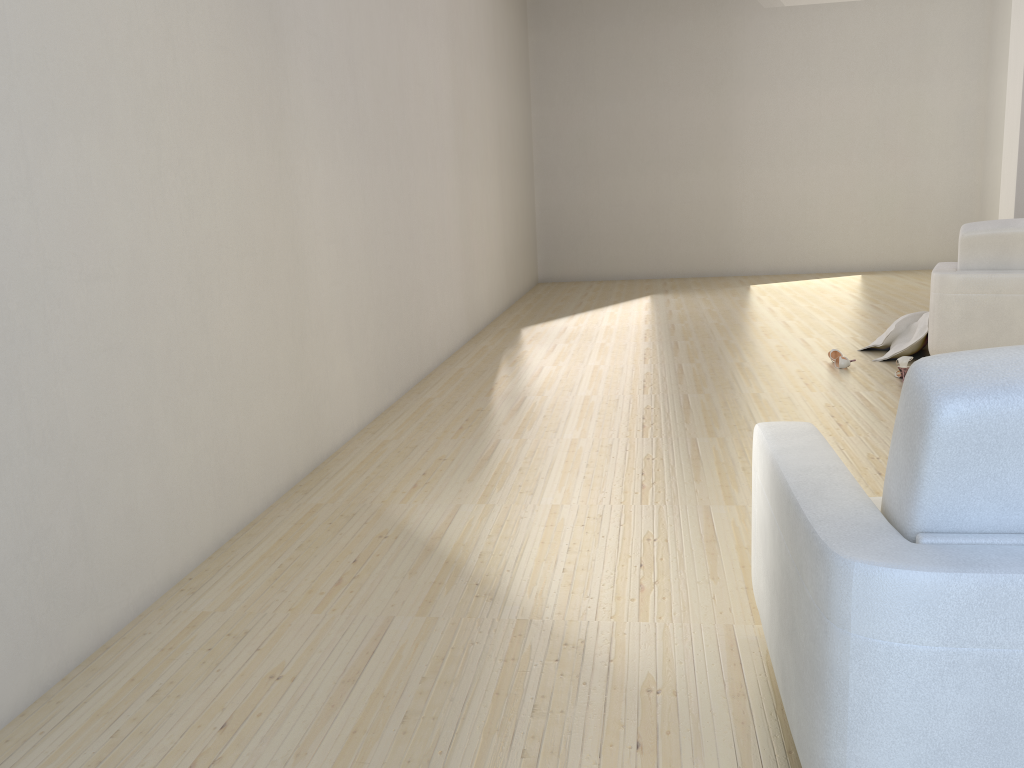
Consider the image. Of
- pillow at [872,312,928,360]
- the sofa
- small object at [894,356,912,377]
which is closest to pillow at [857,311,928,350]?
pillow at [872,312,928,360]

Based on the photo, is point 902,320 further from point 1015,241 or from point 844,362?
point 1015,241

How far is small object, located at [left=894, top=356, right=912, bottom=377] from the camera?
4.9m

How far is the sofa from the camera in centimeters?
123cm

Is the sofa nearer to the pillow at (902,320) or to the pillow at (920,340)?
the pillow at (920,340)

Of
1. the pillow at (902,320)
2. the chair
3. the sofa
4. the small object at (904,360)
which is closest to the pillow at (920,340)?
the pillow at (902,320)

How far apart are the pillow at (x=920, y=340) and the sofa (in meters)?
3.71

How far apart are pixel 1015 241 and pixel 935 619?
4.3 meters

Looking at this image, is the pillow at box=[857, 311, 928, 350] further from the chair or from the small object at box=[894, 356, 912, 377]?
the small object at box=[894, 356, 912, 377]

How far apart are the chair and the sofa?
3.4 meters
